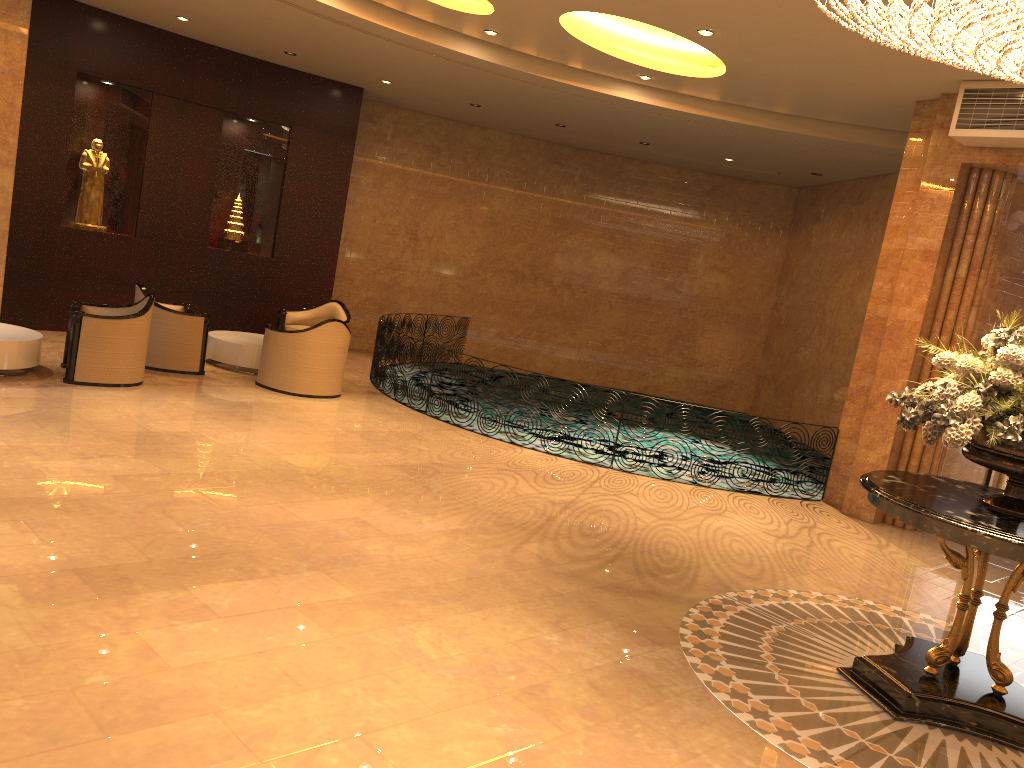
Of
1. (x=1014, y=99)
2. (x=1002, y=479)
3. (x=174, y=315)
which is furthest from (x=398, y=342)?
(x=1002, y=479)

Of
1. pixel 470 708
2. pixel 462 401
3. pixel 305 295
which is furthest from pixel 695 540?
pixel 305 295

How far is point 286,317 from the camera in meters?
12.1

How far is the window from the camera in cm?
974

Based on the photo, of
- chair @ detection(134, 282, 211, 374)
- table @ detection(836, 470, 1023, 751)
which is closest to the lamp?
table @ detection(836, 470, 1023, 751)

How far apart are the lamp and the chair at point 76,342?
6.8 meters

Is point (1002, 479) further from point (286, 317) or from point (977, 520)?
point (286, 317)

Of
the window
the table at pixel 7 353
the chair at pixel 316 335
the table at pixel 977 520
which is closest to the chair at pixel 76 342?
the table at pixel 7 353

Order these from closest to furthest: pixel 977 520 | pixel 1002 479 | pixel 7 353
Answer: pixel 977 520
pixel 7 353
pixel 1002 479

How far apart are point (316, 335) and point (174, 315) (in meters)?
1.58
